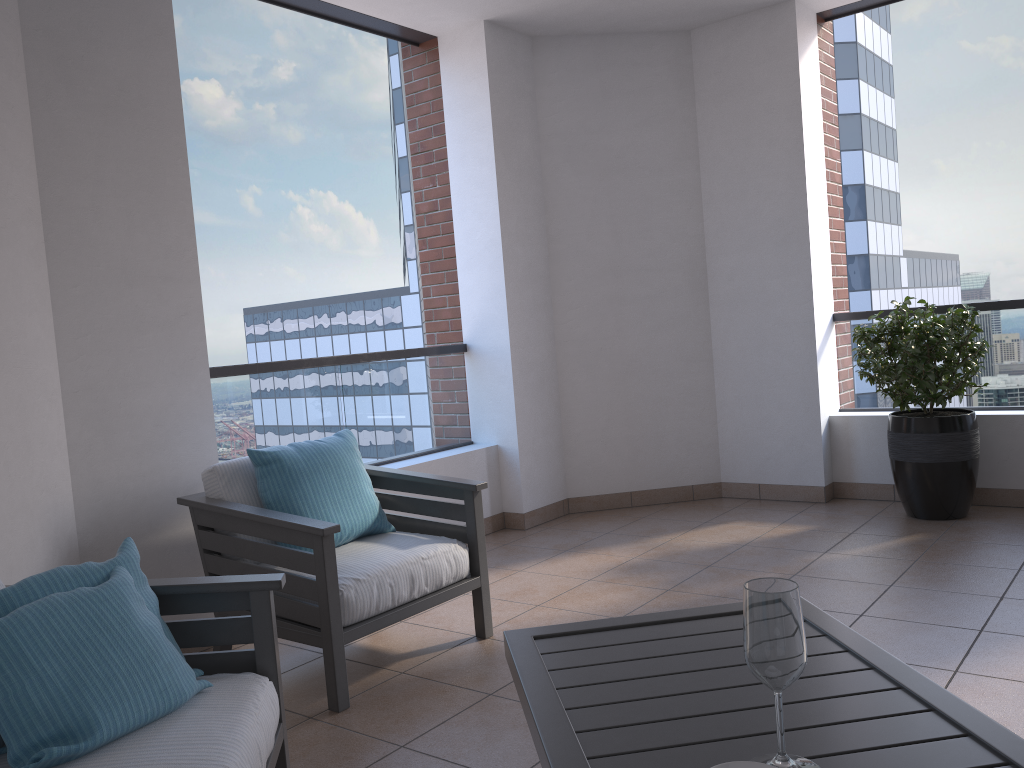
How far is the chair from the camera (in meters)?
2.79

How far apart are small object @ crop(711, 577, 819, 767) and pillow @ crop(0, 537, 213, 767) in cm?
118

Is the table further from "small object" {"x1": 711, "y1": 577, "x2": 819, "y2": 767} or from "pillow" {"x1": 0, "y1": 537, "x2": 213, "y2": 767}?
"pillow" {"x1": 0, "y1": 537, "x2": 213, "y2": 767}

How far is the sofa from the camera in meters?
1.7 m

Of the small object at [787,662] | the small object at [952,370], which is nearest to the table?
the small object at [787,662]

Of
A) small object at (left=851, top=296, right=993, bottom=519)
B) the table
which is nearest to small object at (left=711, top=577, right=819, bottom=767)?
the table

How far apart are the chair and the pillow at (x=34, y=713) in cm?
70

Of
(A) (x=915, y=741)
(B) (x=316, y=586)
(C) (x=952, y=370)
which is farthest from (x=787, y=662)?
(C) (x=952, y=370)

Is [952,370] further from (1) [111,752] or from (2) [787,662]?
(1) [111,752]

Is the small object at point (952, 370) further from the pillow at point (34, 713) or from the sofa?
the pillow at point (34, 713)
